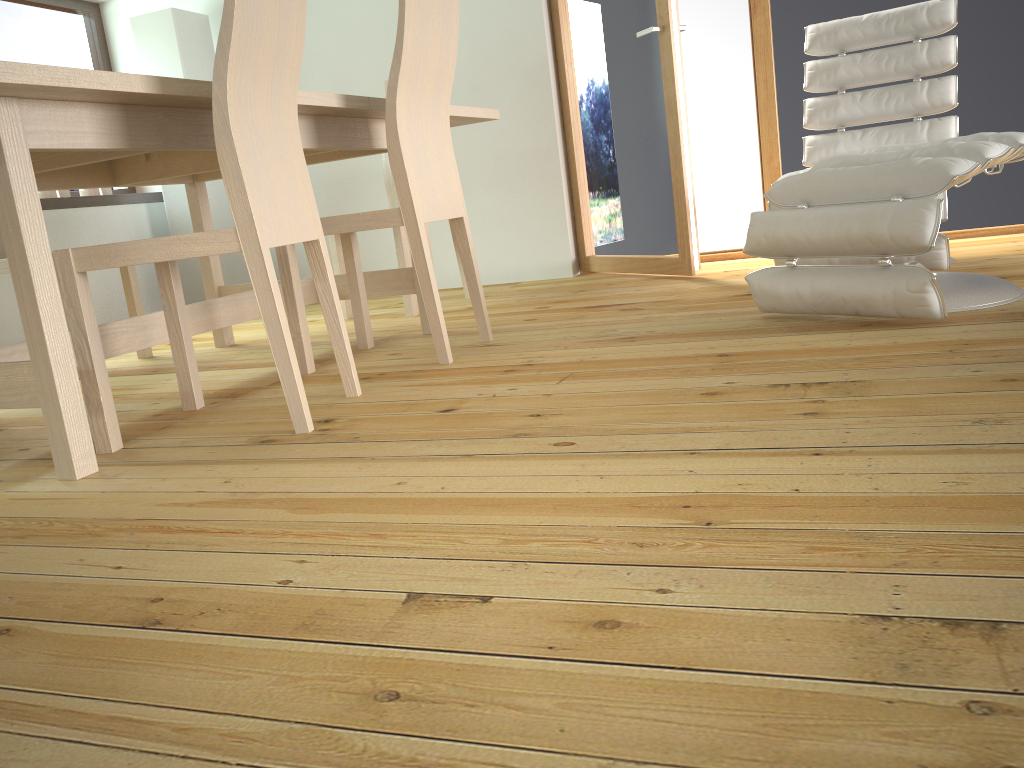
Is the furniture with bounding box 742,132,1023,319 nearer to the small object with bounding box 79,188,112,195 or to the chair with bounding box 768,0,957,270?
the chair with bounding box 768,0,957,270

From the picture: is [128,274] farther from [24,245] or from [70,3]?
[70,3]

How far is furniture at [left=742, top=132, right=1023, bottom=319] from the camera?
2.10m

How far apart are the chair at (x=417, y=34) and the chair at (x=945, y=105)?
1.1 meters

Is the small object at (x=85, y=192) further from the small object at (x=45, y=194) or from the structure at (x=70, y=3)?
the structure at (x=70, y=3)

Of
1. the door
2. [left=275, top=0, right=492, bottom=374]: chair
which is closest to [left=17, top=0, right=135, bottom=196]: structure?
the door

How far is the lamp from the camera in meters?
4.4 m

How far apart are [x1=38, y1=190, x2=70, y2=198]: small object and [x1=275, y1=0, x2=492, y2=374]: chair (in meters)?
2.21

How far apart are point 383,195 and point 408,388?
2.7 meters

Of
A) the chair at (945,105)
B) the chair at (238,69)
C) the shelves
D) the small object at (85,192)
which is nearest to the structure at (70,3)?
the shelves
